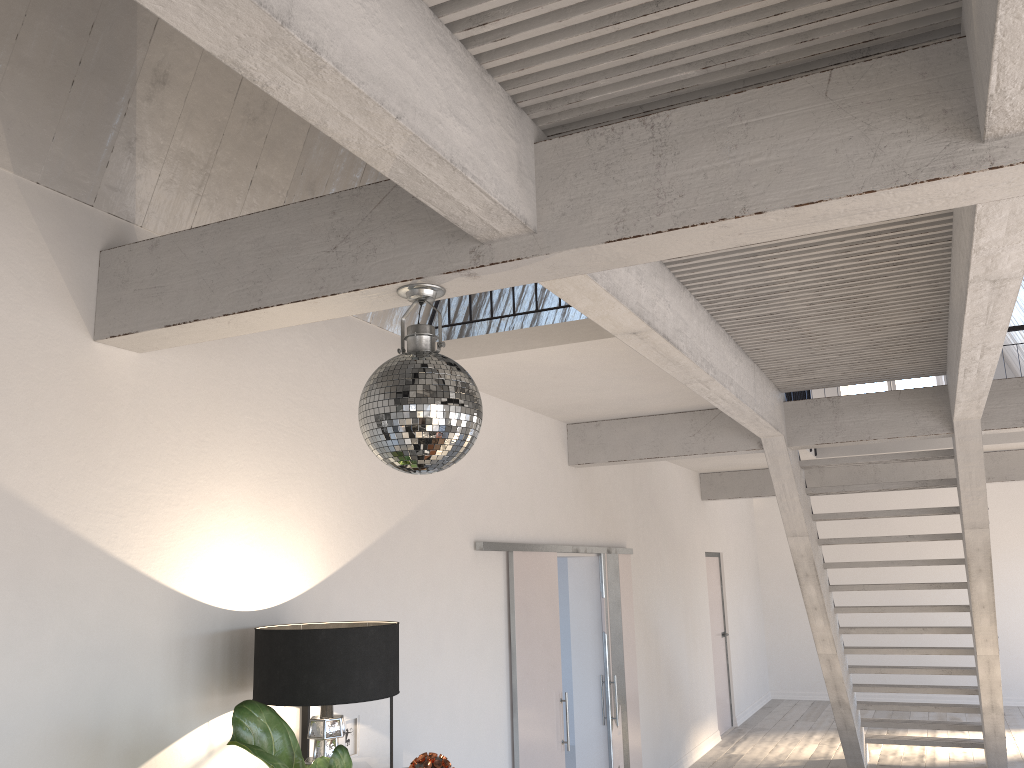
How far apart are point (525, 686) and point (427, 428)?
3.6 meters

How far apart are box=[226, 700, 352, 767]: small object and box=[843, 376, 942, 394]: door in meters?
12.0 m

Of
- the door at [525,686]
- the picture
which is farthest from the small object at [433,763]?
the door at [525,686]

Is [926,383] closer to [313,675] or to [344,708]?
[344,708]

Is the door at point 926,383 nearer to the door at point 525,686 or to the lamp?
the door at point 525,686

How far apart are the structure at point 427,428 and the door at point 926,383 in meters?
12.1 m

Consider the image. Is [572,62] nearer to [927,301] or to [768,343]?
[927,301]

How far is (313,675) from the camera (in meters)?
2.99

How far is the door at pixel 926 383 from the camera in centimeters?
1294cm

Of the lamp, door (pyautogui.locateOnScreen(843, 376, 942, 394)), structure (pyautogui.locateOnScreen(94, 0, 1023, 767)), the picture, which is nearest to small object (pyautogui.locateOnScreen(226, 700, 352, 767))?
the lamp
